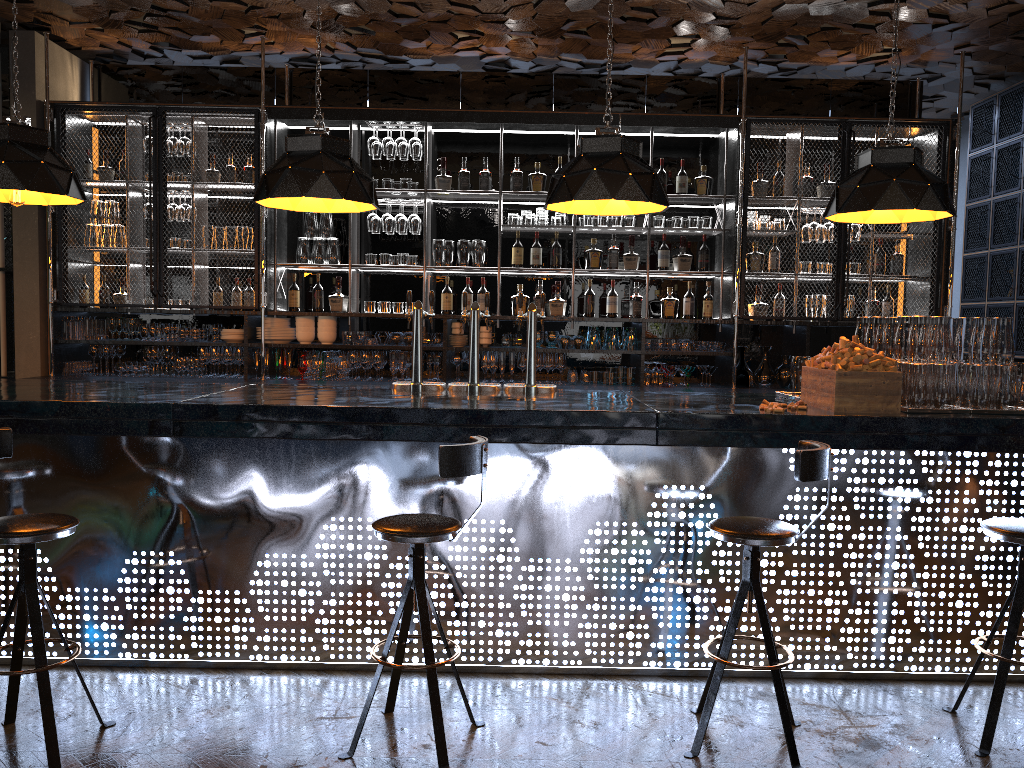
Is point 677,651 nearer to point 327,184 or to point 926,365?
point 926,365

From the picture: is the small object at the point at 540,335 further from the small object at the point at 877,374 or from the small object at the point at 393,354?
the small object at the point at 877,374

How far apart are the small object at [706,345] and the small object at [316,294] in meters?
2.9 m

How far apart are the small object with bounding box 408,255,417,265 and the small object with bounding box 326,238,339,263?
0.6 meters

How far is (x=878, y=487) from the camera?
3.8 meters

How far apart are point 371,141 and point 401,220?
0.63m

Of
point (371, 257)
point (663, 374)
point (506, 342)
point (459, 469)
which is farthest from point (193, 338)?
point (459, 469)

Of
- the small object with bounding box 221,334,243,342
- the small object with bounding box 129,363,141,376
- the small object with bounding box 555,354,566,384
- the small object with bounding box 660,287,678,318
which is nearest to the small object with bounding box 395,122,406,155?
the small object with bounding box 221,334,243,342

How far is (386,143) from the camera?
6.7 meters

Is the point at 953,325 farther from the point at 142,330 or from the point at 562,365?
the point at 142,330
